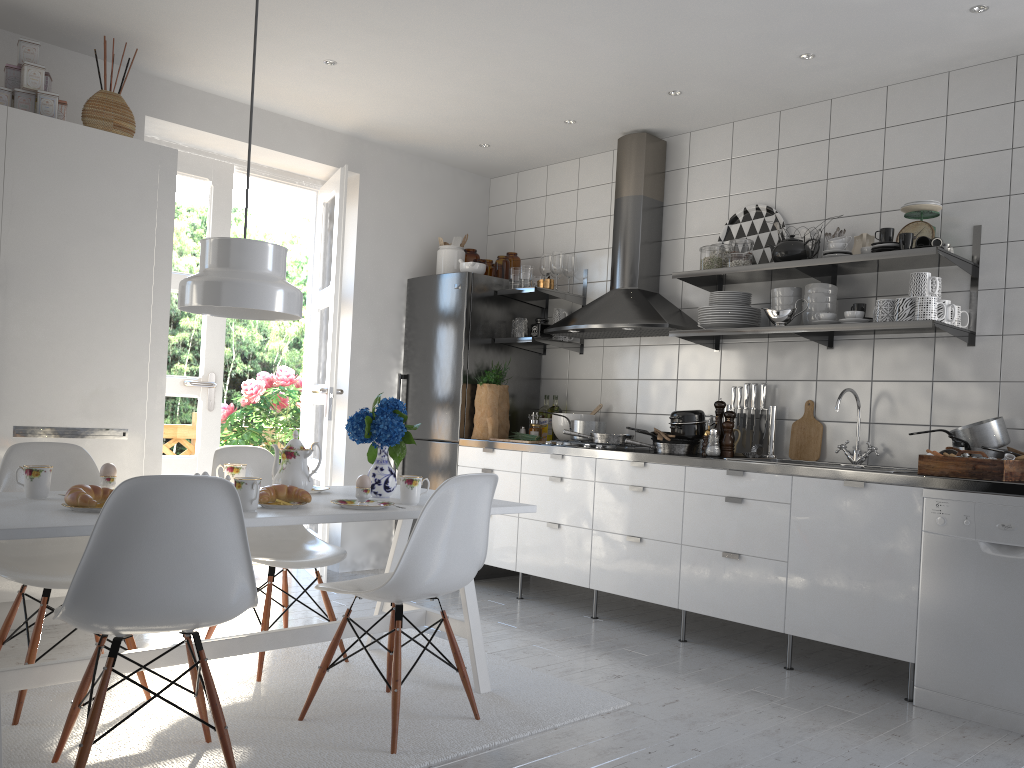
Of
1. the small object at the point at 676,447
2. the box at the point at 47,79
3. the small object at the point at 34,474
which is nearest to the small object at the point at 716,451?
the small object at the point at 676,447

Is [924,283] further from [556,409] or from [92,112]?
[92,112]

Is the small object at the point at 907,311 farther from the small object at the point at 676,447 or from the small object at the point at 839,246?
the small object at the point at 676,447

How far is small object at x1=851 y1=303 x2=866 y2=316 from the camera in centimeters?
388cm

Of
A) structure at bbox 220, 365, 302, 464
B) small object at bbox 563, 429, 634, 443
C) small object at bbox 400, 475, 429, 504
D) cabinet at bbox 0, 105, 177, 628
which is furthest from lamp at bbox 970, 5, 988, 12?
structure at bbox 220, 365, 302, 464

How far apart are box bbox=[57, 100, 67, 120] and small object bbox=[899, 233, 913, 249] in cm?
354

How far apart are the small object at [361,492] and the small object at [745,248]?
2.4 meters

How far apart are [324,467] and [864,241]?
3.0m

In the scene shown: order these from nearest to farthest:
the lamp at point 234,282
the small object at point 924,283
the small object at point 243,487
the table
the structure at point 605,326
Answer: the table, the small object at point 243,487, the lamp at point 234,282, the small object at point 924,283, the structure at point 605,326

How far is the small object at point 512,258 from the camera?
5.49m
